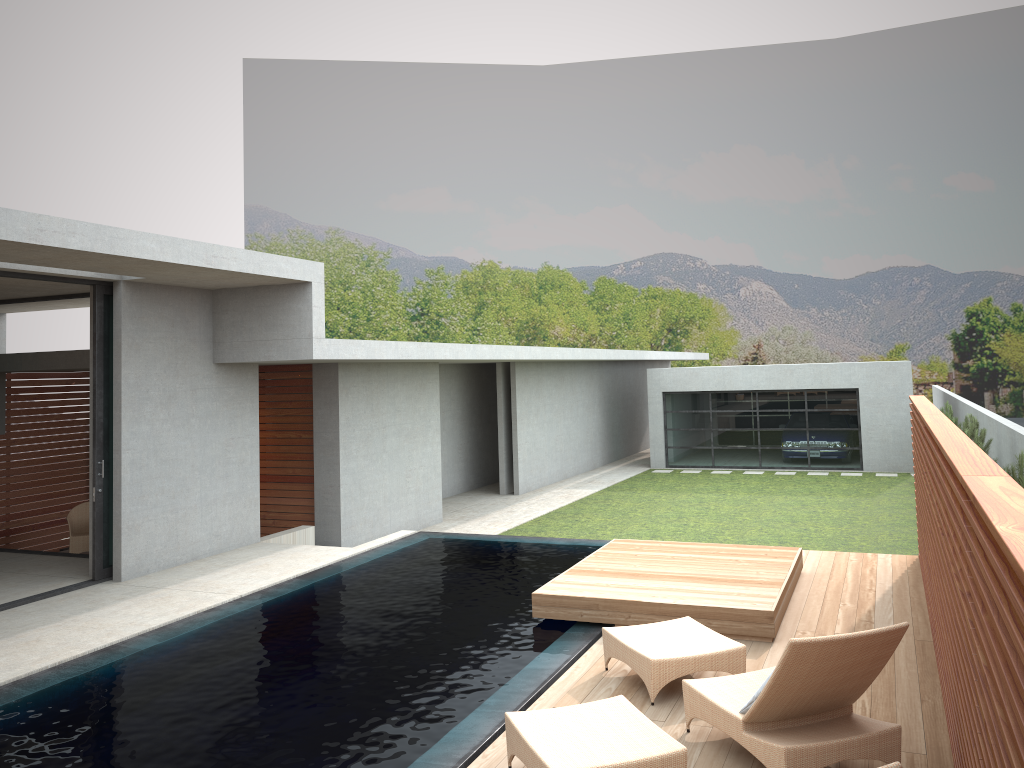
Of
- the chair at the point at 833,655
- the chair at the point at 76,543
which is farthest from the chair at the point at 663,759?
the chair at the point at 76,543

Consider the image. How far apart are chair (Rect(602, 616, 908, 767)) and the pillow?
0.0m

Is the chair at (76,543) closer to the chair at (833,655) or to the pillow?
the chair at (833,655)

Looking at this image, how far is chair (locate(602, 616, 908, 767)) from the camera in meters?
4.4

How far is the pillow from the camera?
4.8m

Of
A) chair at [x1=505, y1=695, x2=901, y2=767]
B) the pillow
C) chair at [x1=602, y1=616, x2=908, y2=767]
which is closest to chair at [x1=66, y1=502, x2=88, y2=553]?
chair at [x1=602, y1=616, x2=908, y2=767]

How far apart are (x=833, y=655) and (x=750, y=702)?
0.61m

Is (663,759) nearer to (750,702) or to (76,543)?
(750,702)

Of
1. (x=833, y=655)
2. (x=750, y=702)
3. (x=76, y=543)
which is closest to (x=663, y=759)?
(x=750, y=702)

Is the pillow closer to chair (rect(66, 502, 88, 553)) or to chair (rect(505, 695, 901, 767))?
chair (rect(505, 695, 901, 767))
